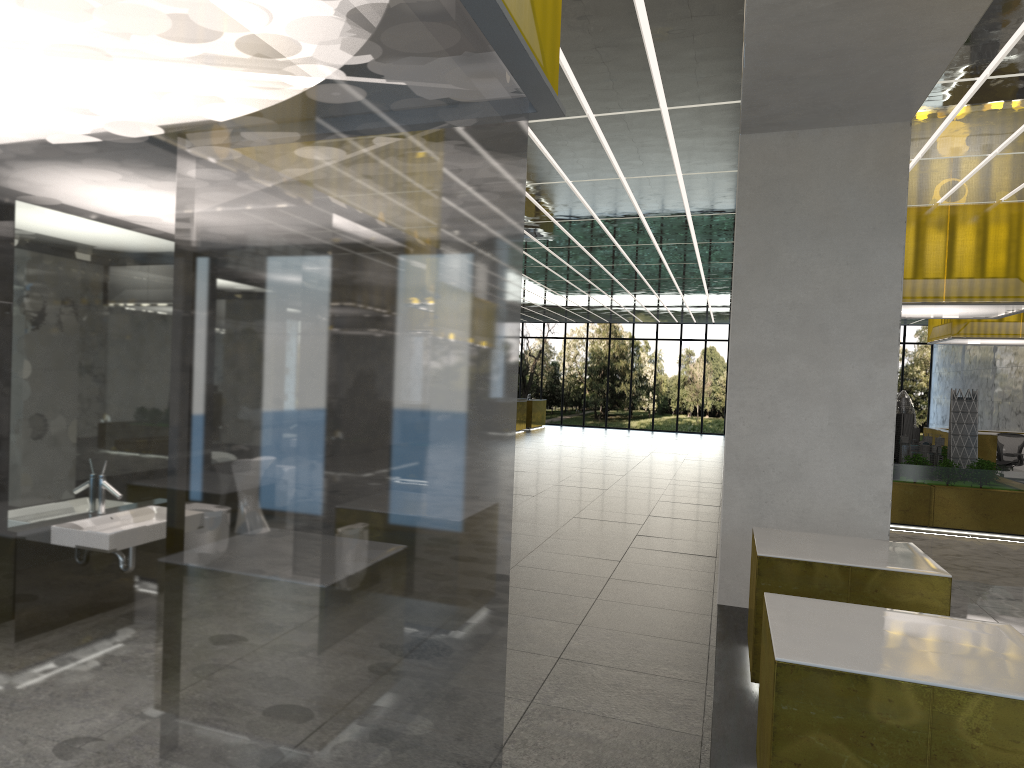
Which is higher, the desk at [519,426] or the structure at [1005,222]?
the structure at [1005,222]

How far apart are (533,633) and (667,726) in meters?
2.3 m

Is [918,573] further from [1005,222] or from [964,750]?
[1005,222]

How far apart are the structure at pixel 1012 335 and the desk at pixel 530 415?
20.38m

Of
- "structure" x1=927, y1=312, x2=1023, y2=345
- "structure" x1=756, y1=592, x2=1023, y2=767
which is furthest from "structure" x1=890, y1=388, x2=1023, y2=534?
"structure" x1=756, y1=592, x2=1023, y2=767

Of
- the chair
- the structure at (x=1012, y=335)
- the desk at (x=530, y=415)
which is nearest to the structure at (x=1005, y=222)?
the structure at (x=1012, y=335)

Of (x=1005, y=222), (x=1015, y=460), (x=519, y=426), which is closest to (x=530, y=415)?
(x=519, y=426)

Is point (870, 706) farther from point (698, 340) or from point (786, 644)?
point (698, 340)

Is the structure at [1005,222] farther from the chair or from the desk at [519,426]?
the desk at [519,426]

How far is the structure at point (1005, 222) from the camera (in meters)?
16.77
